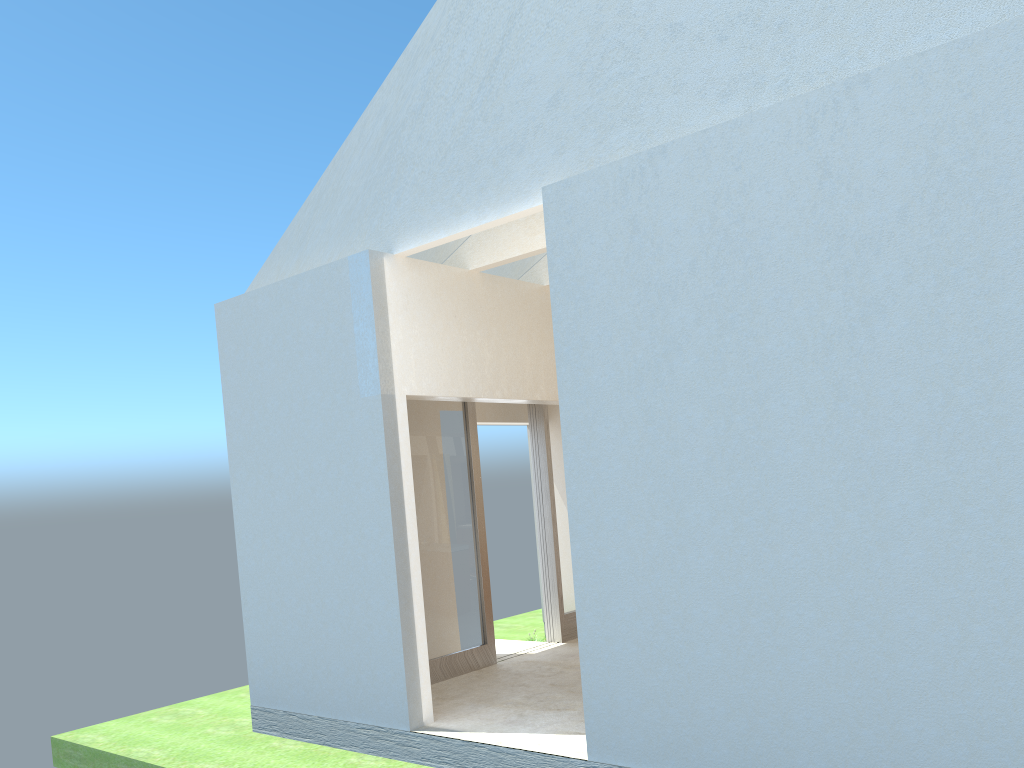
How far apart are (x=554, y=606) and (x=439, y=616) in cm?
413

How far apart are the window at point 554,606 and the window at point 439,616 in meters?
2.6

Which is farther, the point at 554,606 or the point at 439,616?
the point at 554,606

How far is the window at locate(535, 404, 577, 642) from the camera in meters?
21.5

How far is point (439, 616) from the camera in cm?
1833

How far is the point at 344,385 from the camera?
15.5 meters

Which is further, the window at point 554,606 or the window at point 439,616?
the window at point 554,606

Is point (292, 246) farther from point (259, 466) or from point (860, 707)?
point (860, 707)

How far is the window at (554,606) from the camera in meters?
21.5
